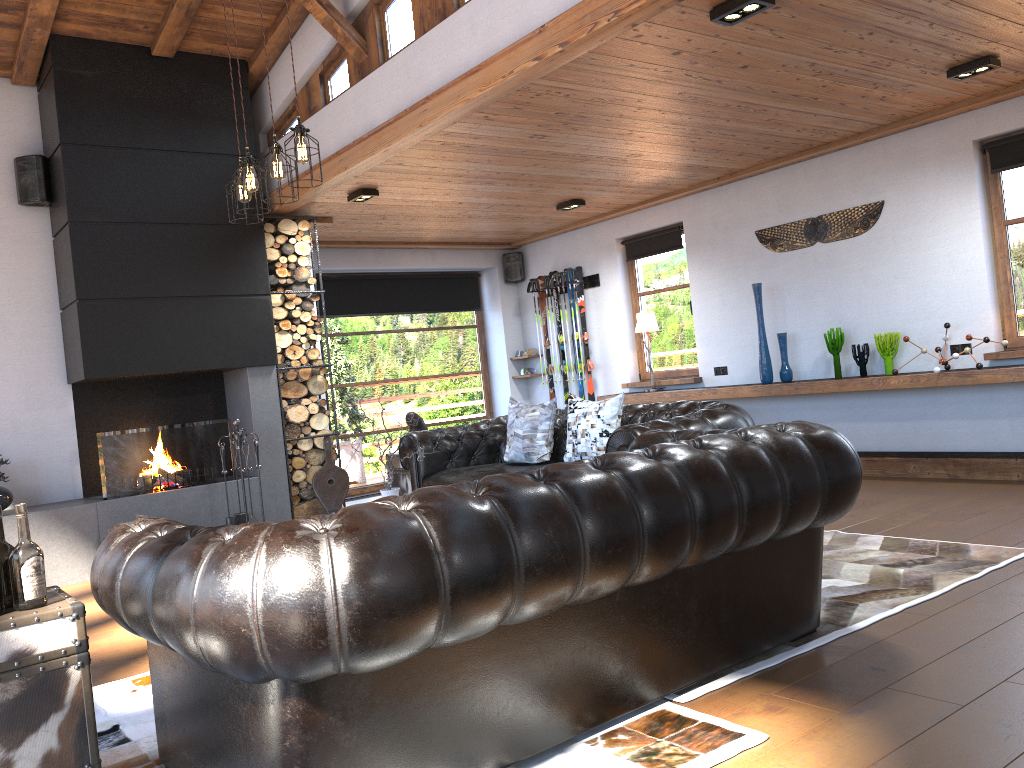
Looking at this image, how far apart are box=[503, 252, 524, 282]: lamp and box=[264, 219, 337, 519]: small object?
3.4 meters

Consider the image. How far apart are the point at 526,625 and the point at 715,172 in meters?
6.1

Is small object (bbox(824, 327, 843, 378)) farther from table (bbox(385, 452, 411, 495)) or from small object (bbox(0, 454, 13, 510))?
small object (bbox(0, 454, 13, 510))

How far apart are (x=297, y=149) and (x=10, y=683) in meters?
3.0 m

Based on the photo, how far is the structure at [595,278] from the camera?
9.55m

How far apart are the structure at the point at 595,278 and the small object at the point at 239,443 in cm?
434

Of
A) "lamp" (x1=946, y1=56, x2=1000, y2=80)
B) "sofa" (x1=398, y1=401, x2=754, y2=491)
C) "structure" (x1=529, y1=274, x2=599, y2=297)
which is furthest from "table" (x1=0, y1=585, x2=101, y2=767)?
"structure" (x1=529, y1=274, x2=599, y2=297)

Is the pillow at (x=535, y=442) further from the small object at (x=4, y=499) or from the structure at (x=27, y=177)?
the structure at (x=27, y=177)

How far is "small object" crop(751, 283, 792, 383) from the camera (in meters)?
7.44

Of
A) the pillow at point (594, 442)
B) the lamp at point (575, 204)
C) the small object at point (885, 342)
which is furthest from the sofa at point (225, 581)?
the lamp at point (575, 204)
